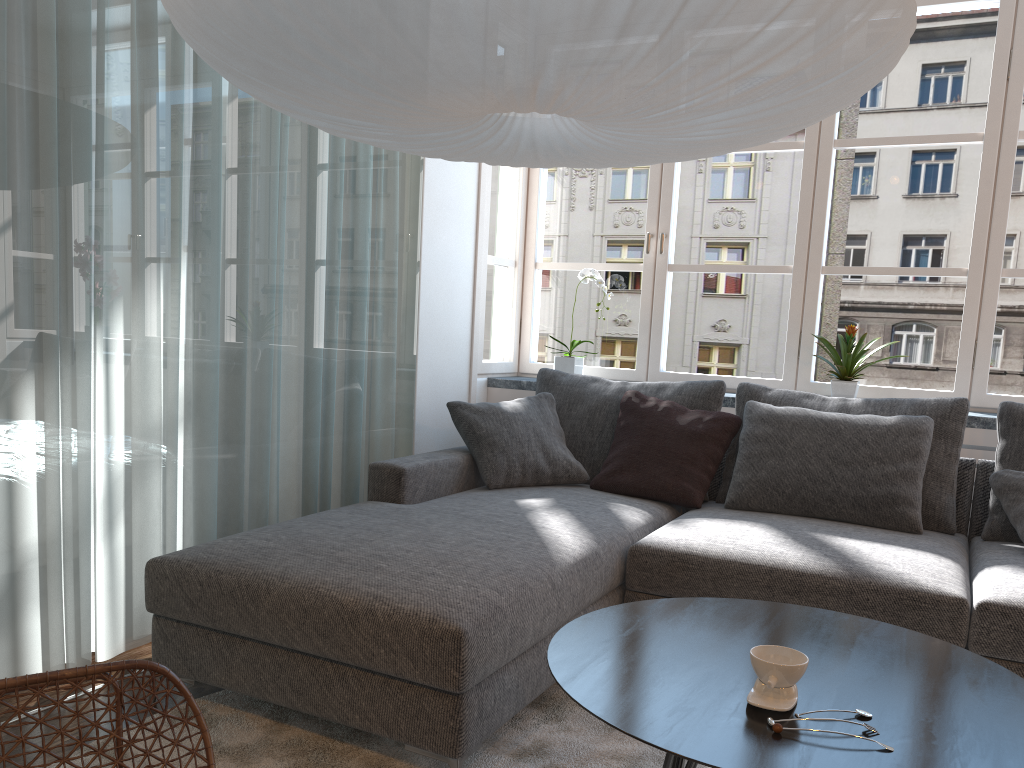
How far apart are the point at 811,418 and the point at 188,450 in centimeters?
212cm

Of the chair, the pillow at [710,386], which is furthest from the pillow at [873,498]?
the chair

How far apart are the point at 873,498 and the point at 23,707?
2.5m

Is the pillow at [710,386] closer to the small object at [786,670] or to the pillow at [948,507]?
the pillow at [948,507]

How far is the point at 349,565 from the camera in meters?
2.2 m

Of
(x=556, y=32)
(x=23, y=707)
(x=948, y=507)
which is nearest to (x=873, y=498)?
(x=948, y=507)

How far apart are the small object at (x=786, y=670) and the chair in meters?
0.9 m

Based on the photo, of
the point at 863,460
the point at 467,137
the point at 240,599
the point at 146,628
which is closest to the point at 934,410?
the point at 863,460

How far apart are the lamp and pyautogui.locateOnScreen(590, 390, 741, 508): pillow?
1.4 meters

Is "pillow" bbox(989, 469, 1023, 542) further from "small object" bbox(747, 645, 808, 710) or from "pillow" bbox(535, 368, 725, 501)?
"small object" bbox(747, 645, 808, 710)
